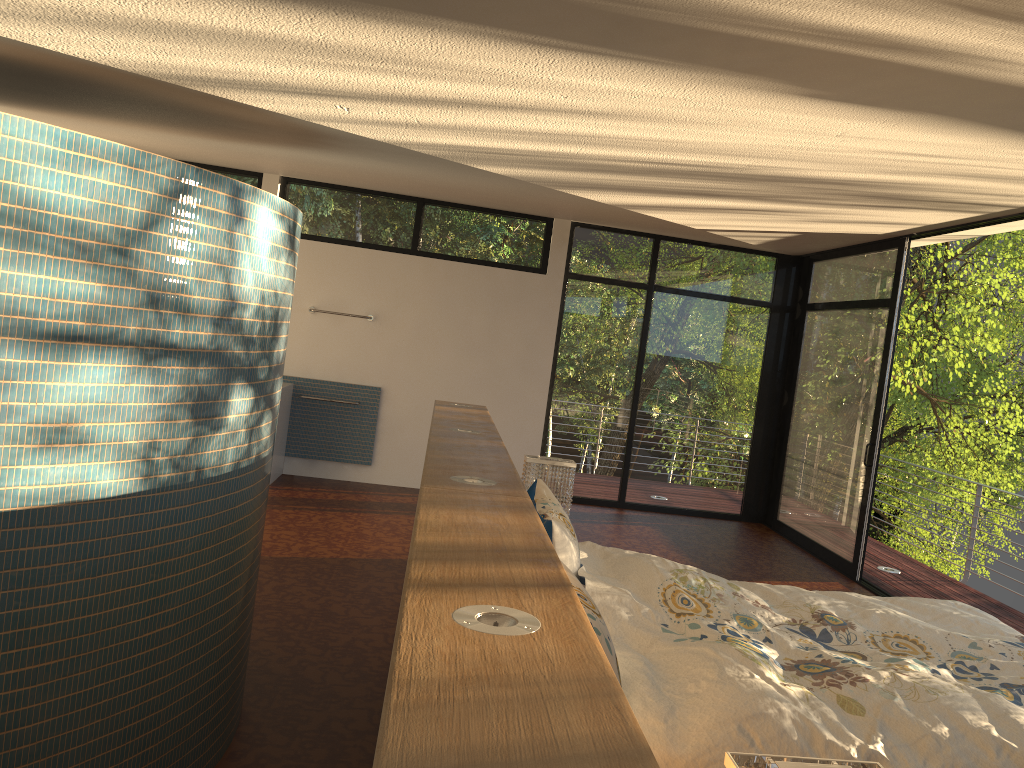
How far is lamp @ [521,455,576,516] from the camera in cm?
419

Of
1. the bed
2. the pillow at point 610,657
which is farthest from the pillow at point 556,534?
the pillow at point 610,657

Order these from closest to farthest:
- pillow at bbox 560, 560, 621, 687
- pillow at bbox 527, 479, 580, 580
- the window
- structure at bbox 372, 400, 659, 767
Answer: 1. structure at bbox 372, 400, 659, 767
2. pillow at bbox 560, 560, 621, 687
3. pillow at bbox 527, 479, 580, 580
4. the window

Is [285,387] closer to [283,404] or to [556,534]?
[283,404]

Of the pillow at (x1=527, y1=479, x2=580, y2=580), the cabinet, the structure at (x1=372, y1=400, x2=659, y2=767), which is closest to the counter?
the cabinet

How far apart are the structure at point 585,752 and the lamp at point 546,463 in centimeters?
22cm

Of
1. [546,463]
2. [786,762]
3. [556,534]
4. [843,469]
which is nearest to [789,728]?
[786,762]

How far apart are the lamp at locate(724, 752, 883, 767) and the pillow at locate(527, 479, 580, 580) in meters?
1.5

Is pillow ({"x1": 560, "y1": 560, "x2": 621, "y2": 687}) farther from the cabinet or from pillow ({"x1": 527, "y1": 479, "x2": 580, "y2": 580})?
the cabinet

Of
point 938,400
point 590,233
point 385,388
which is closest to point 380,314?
point 385,388
